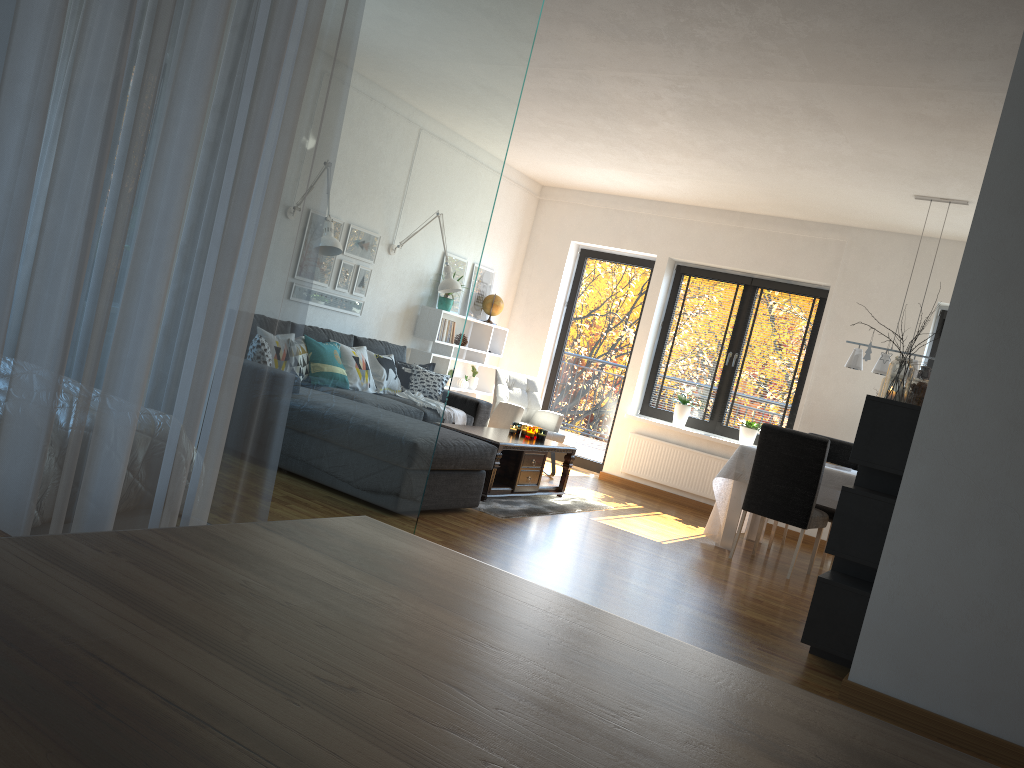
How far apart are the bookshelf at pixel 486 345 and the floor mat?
2.0 meters

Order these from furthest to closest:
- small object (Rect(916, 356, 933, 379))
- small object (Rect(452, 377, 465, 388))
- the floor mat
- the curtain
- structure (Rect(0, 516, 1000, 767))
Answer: small object (Rect(452, 377, 465, 388)) → the floor mat → small object (Rect(916, 356, 933, 379)) → the curtain → structure (Rect(0, 516, 1000, 767))

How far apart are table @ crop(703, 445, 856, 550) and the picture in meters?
3.3

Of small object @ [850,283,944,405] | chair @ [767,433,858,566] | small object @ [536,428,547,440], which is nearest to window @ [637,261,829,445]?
chair @ [767,433,858,566]

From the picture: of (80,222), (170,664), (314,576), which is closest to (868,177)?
(80,222)

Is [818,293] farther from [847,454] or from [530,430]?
[530,430]

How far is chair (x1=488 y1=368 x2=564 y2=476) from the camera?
7.8m

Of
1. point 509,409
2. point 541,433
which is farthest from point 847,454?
point 509,409

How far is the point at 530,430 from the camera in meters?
6.6 m

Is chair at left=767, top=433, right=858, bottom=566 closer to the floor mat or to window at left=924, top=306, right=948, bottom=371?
window at left=924, top=306, right=948, bottom=371
